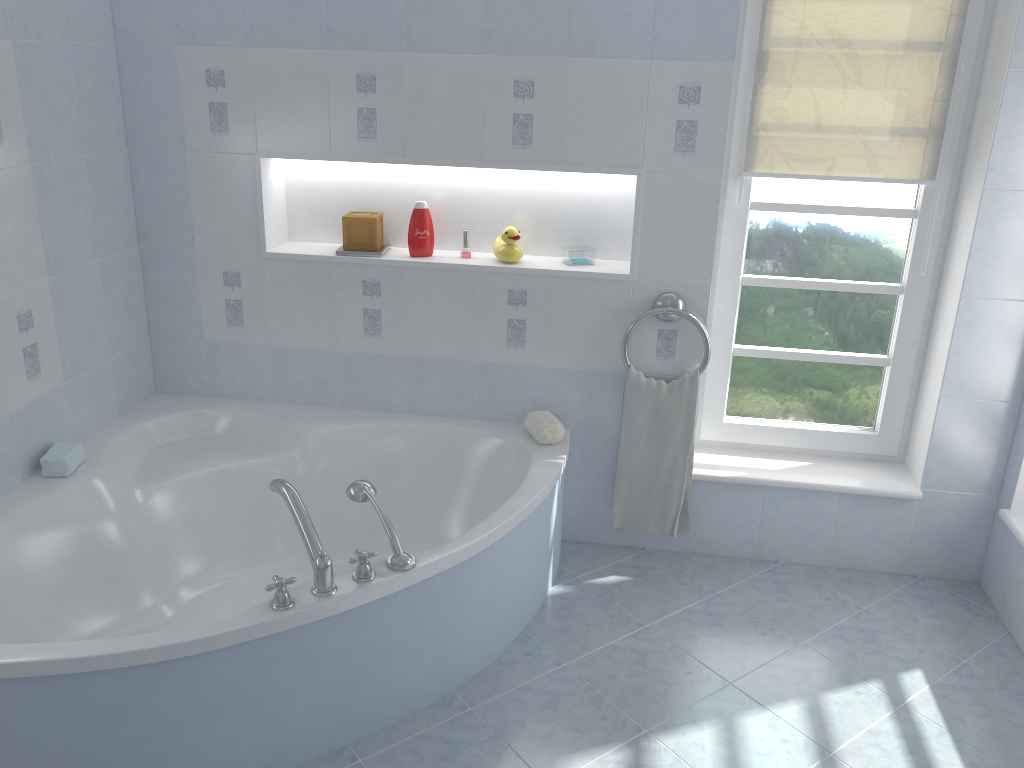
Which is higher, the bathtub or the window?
the window

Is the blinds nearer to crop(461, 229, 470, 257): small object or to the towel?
the towel

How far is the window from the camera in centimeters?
289cm

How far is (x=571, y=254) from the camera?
2.97m

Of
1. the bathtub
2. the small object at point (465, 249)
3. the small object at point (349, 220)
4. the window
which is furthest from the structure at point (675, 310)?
the small object at point (349, 220)

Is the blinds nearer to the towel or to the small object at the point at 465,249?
the towel

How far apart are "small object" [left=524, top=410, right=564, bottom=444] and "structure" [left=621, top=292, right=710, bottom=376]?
0.3 meters

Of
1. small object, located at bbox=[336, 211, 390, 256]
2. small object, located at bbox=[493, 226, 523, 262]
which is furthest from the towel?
small object, located at bbox=[336, 211, 390, 256]

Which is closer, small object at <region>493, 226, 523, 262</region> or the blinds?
the blinds

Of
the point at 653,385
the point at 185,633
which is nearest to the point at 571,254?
the point at 653,385
